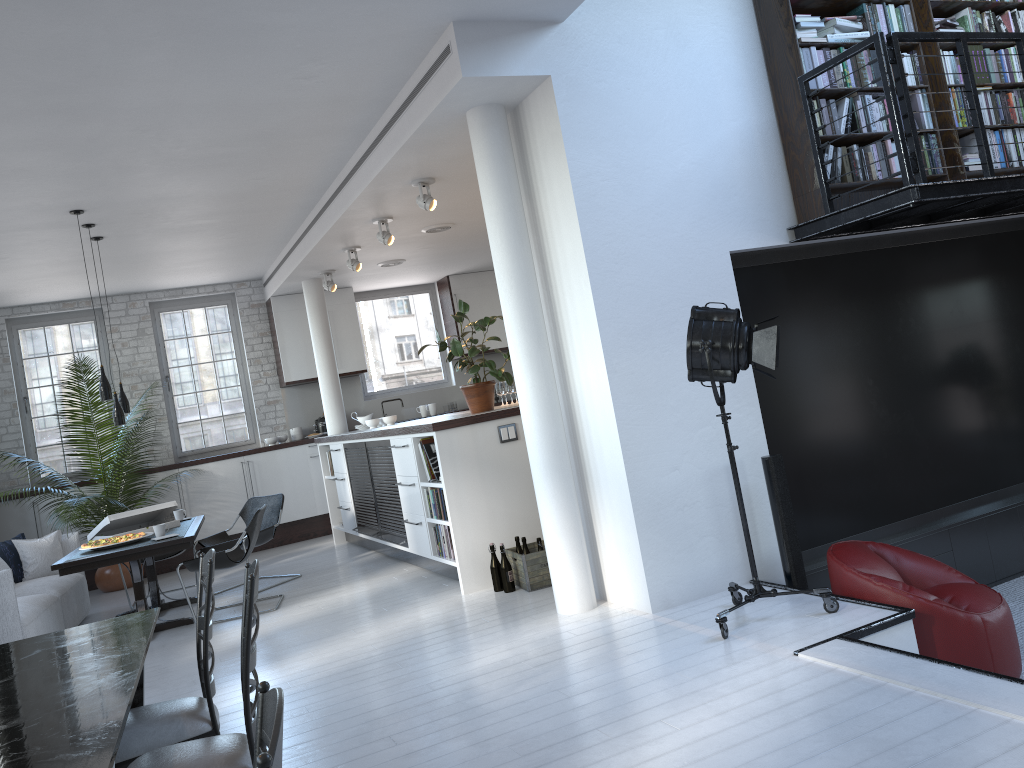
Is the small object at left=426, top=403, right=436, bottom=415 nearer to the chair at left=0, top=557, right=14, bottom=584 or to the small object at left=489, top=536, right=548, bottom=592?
the chair at left=0, top=557, right=14, bottom=584

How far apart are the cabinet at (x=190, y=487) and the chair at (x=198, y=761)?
7.9 meters

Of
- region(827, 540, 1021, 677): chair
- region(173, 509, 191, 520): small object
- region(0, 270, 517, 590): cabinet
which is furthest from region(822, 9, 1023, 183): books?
region(0, 270, 517, 590): cabinet

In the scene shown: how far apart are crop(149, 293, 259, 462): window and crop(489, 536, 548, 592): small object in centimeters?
602cm

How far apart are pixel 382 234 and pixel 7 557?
4.3 meters

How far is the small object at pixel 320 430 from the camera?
11.1m

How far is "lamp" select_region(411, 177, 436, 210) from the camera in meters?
6.6

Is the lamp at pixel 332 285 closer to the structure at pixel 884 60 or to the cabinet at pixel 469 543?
the cabinet at pixel 469 543

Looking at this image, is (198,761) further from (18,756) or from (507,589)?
(507,589)

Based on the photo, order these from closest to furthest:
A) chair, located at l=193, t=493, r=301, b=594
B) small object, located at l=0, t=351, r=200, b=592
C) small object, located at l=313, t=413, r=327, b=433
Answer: chair, located at l=193, t=493, r=301, b=594 → small object, located at l=0, t=351, r=200, b=592 → small object, located at l=313, t=413, r=327, b=433
